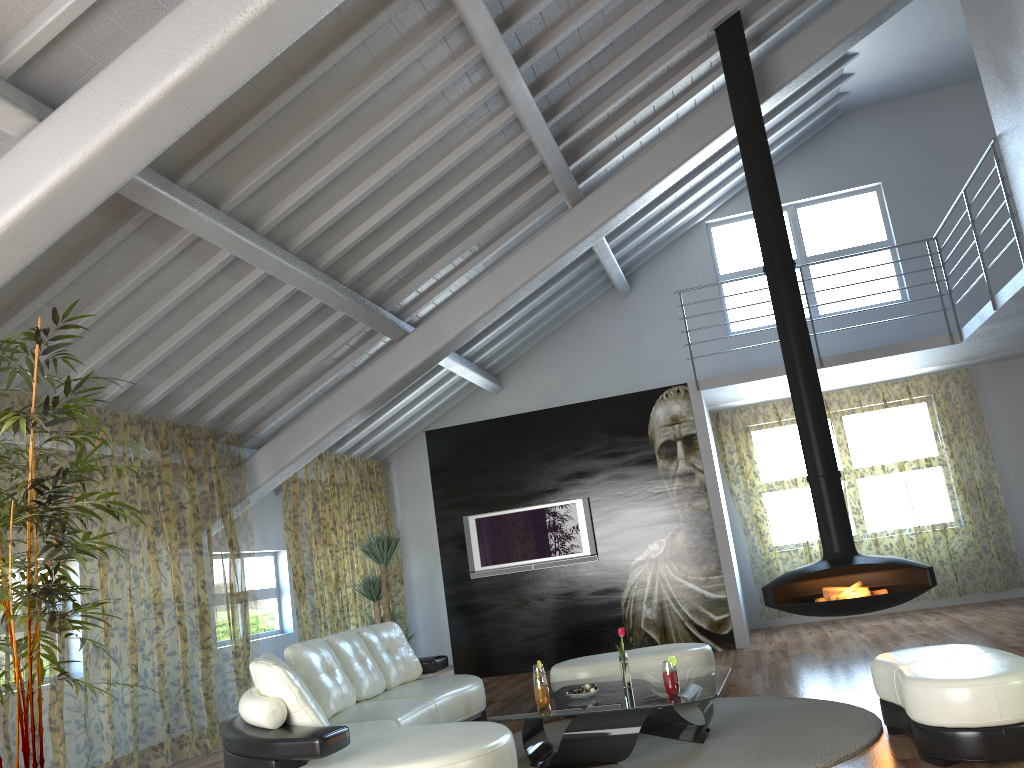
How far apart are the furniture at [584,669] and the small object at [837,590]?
1.09m

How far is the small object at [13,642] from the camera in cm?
377

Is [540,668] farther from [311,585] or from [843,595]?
[311,585]

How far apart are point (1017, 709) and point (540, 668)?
2.5 meters

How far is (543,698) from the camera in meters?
4.6

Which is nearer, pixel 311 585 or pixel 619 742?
pixel 619 742

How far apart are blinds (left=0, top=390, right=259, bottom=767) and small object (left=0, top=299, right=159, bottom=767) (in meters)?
1.21

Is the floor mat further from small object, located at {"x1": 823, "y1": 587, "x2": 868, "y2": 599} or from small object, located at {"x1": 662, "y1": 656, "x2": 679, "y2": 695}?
small object, located at {"x1": 823, "y1": 587, "x2": 868, "y2": 599}

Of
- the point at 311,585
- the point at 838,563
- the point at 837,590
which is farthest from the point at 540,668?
the point at 311,585

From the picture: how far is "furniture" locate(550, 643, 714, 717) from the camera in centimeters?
582cm
